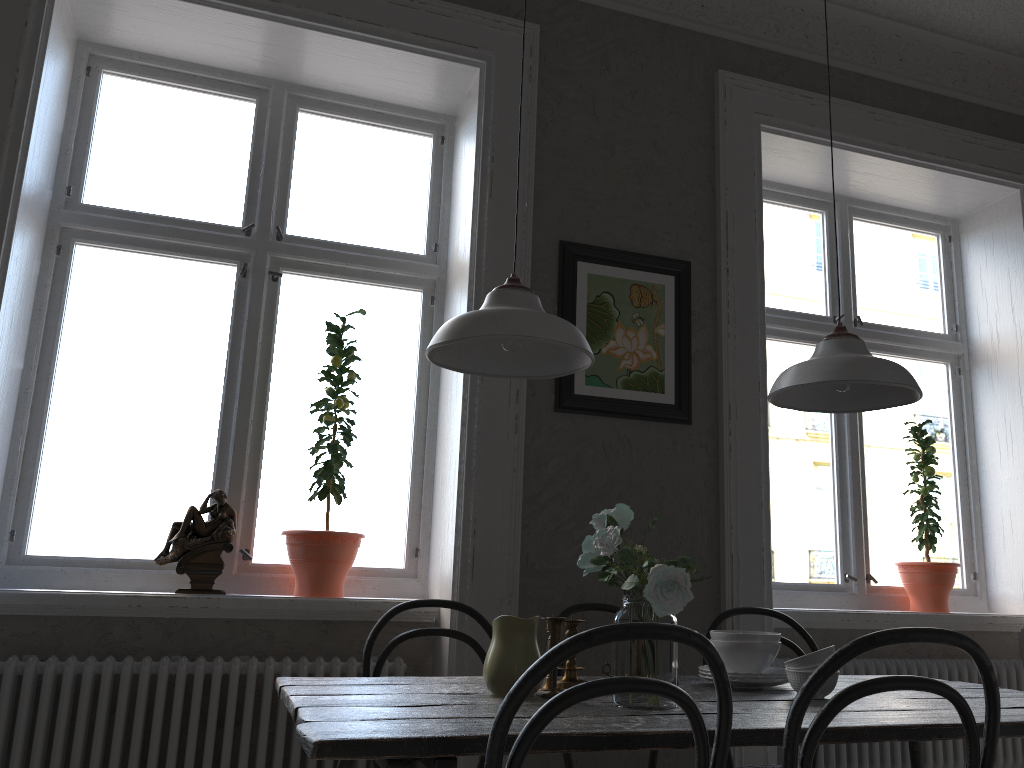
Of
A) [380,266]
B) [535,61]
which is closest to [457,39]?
[535,61]

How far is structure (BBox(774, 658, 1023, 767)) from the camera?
3.22m

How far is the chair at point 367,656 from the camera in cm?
245

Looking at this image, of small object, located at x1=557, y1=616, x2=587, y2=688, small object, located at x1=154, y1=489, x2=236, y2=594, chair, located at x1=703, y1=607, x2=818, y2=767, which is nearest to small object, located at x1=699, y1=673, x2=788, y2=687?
small object, located at x1=557, y1=616, x2=587, y2=688

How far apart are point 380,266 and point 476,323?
1.56m

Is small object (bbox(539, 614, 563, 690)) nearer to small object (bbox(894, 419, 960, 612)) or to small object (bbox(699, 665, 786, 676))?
small object (bbox(699, 665, 786, 676))

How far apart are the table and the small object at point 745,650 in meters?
0.1 m

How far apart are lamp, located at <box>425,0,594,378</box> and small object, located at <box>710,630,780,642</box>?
0.8 meters

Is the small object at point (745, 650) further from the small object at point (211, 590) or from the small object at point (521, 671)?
the small object at point (211, 590)

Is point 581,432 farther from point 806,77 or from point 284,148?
point 806,77
